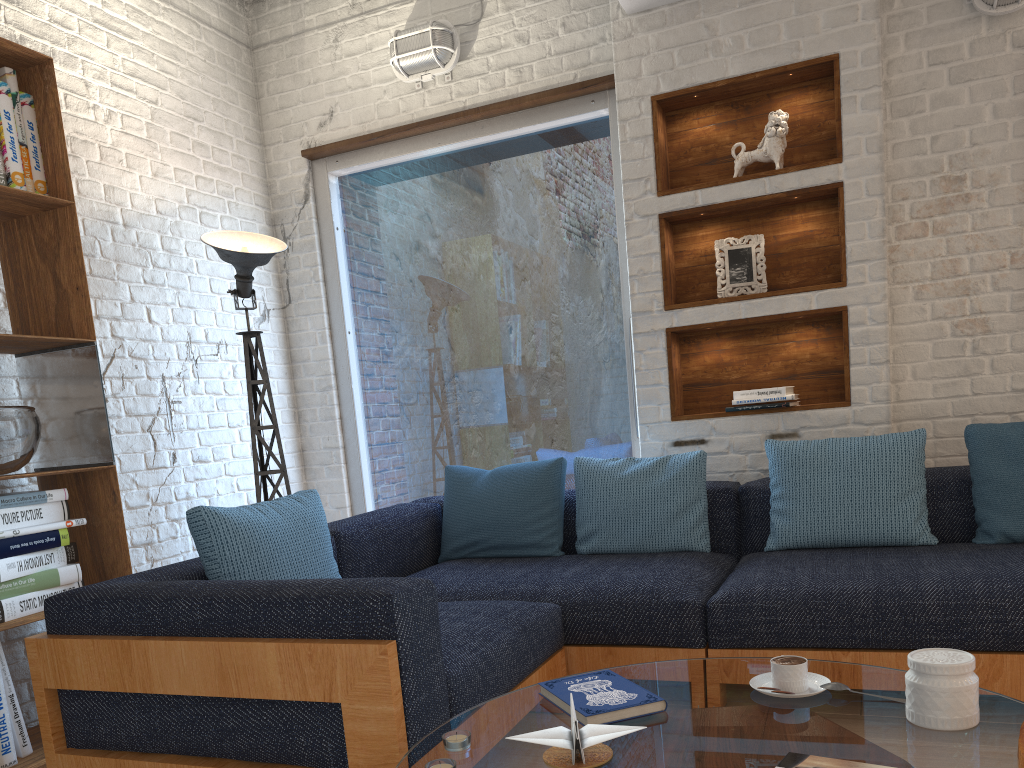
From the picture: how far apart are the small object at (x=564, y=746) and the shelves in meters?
2.3 m

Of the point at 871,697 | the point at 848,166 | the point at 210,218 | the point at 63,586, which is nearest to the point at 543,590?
the point at 871,697

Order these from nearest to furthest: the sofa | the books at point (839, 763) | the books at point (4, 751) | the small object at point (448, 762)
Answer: the books at point (839, 763) < the small object at point (448, 762) < the sofa < the books at point (4, 751)

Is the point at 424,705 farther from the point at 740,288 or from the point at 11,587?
the point at 740,288

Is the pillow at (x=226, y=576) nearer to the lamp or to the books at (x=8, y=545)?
the books at (x=8, y=545)

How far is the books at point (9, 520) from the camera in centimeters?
257cm

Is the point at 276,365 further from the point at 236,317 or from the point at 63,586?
the point at 63,586

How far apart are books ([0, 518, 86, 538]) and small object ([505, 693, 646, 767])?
1.9m

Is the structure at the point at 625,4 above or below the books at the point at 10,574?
above

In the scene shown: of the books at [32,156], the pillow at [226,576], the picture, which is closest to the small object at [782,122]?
the picture
